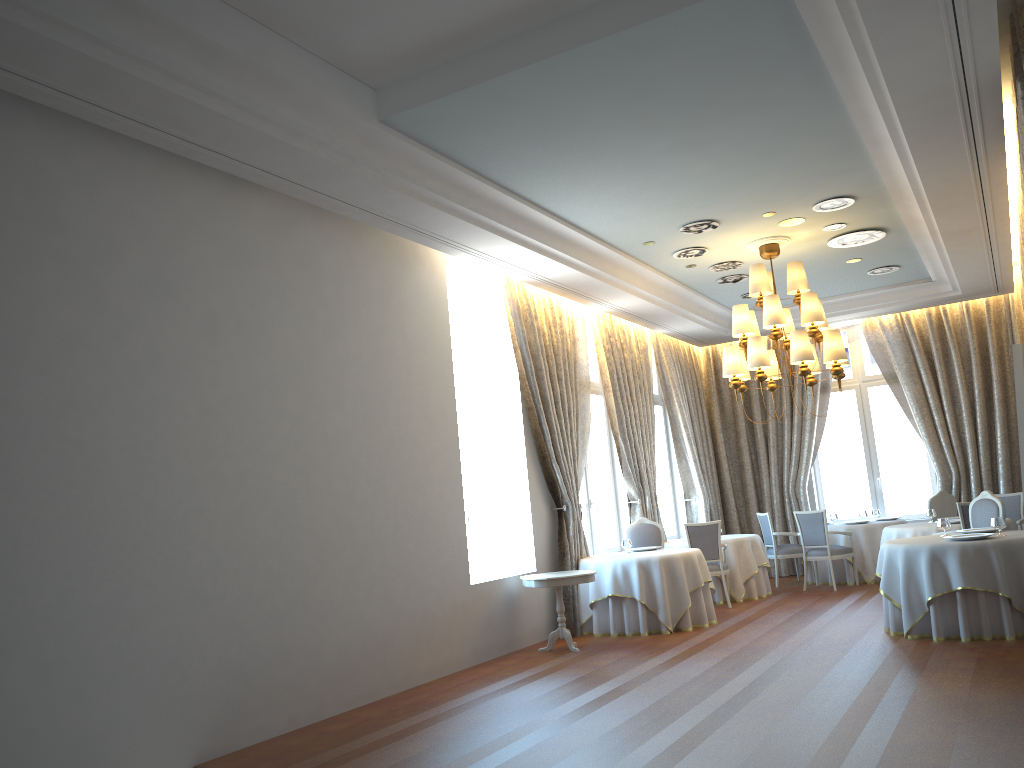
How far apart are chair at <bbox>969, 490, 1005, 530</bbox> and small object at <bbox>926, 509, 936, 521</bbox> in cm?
212

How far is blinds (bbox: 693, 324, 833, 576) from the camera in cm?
1471

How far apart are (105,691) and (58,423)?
1.6m

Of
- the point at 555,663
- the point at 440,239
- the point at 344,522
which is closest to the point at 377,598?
the point at 344,522

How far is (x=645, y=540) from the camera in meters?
11.5

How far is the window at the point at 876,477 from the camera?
14.6 meters

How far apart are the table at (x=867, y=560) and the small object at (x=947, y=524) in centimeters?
416cm

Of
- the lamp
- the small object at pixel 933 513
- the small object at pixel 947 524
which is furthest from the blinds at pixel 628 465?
the small object at pixel 947 524

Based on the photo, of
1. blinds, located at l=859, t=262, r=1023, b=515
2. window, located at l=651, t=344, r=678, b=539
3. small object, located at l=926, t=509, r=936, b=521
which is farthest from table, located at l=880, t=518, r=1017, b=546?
window, located at l=651, t=344, r=678, b=539

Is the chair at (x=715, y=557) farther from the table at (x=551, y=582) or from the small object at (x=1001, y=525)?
the small object at (x=1001, y=525)
